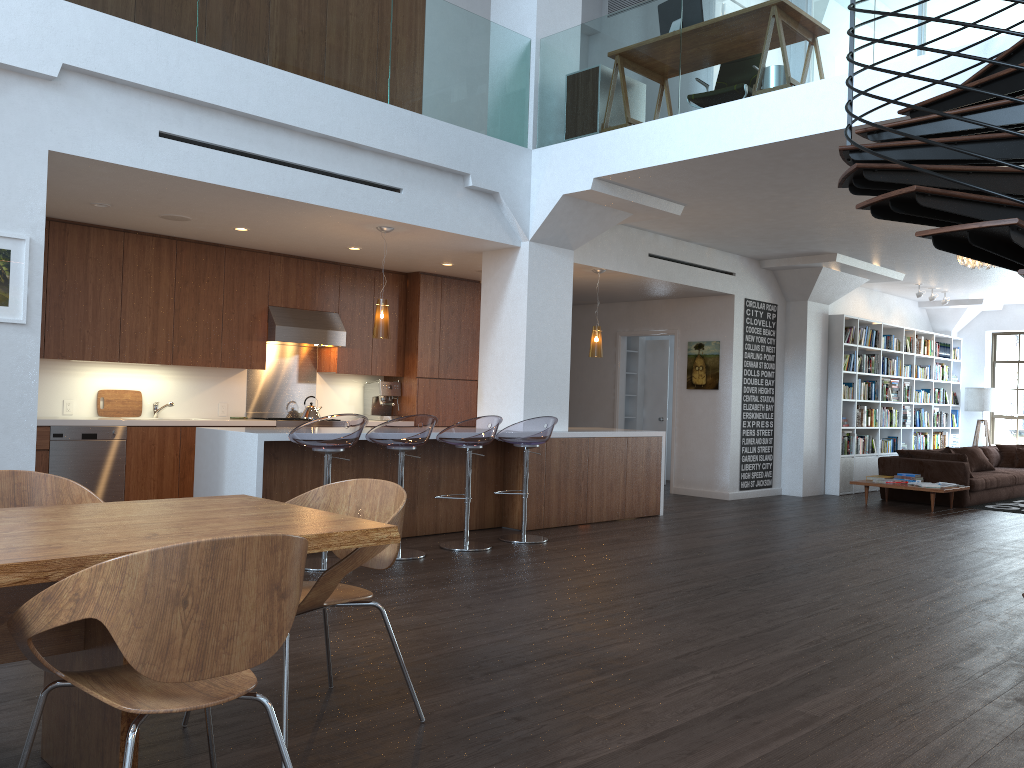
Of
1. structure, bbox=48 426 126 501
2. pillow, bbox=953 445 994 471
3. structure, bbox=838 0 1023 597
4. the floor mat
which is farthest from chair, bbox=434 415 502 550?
pillow, bbox=953 445 994 471

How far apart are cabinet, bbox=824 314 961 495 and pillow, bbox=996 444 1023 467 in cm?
98

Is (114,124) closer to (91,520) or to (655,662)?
(91,520)

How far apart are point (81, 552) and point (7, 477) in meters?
1.3

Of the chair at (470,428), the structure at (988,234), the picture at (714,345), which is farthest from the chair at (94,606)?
the picture at (714,345)

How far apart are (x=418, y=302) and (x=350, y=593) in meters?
6.8

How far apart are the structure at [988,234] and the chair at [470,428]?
3.2m

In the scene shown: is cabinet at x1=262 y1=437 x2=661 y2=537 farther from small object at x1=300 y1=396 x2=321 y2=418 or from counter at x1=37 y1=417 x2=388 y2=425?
small object at x1=300 y1=396 x2=321 y2=418

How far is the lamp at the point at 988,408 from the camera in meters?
14.5

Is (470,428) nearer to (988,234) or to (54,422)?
(54,422)
